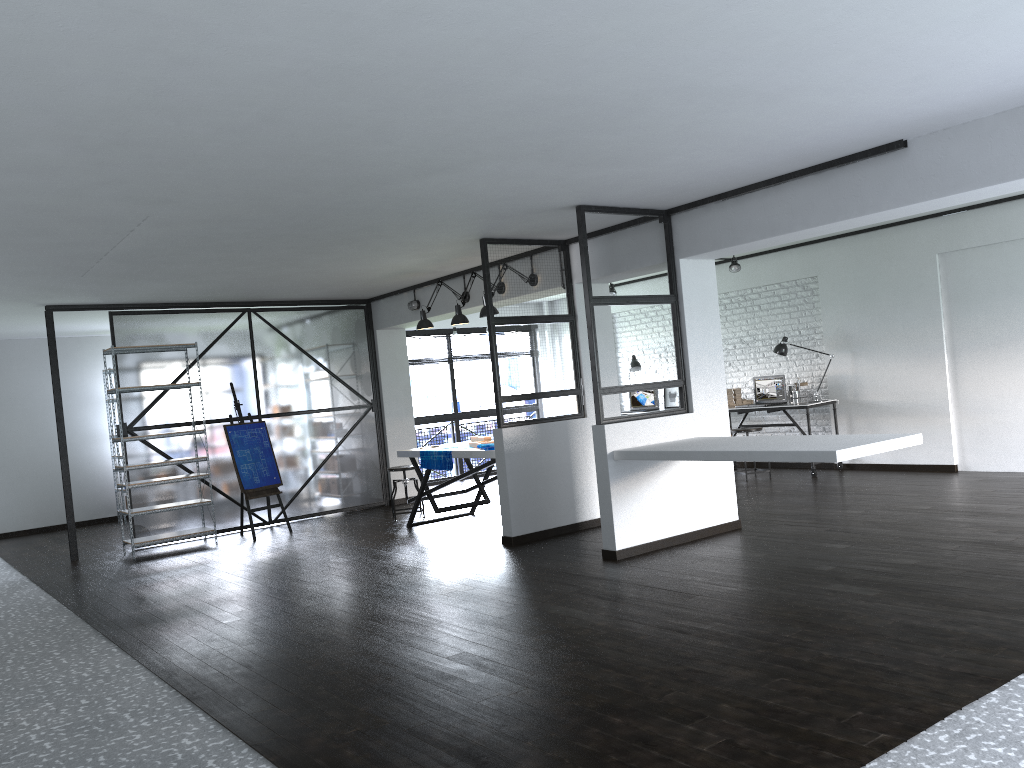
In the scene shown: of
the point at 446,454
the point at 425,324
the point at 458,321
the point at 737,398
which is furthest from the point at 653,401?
the point at 446,454

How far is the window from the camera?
11.63m

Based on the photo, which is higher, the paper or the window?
the window

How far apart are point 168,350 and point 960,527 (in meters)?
6.75

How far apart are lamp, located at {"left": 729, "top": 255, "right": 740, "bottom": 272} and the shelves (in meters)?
5.53

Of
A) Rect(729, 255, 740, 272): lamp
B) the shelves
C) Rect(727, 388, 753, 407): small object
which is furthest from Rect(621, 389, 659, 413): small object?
the shelves

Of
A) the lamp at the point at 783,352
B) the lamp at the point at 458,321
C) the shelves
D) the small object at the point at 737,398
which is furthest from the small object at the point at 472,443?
the lamp at the point at 783,352

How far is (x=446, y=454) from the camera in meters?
7.3

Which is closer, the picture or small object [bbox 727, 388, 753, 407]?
small object [bbox 727, 388, 753, 407]

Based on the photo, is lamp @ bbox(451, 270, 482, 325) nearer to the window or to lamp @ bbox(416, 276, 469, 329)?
lamp @ bbox(416, 276, 469, 329)
